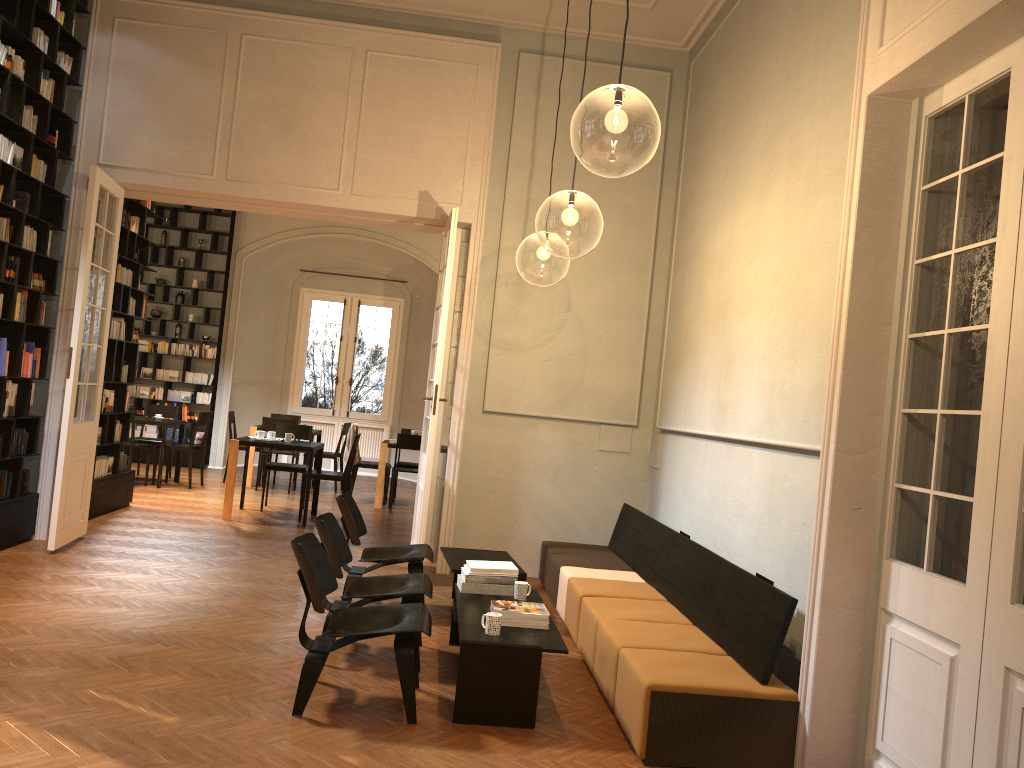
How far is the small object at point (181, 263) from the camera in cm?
1508

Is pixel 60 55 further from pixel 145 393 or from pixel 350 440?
pixel 145 393

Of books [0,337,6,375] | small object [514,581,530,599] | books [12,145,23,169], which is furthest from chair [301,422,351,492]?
small object [514,581,530,599]

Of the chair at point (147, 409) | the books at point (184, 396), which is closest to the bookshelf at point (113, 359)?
the chair at point (147, 409)

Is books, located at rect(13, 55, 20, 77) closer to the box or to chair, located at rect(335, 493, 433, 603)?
chair, located at rect(335, 493, 433, 603)

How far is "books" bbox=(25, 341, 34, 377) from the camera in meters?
7.4

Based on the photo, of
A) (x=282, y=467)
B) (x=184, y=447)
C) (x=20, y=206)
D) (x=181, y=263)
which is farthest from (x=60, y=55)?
(x=181, y=263)

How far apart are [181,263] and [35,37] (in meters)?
8.25

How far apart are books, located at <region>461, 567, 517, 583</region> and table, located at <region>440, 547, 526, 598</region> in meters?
0.7

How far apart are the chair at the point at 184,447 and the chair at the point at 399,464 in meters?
2.8
